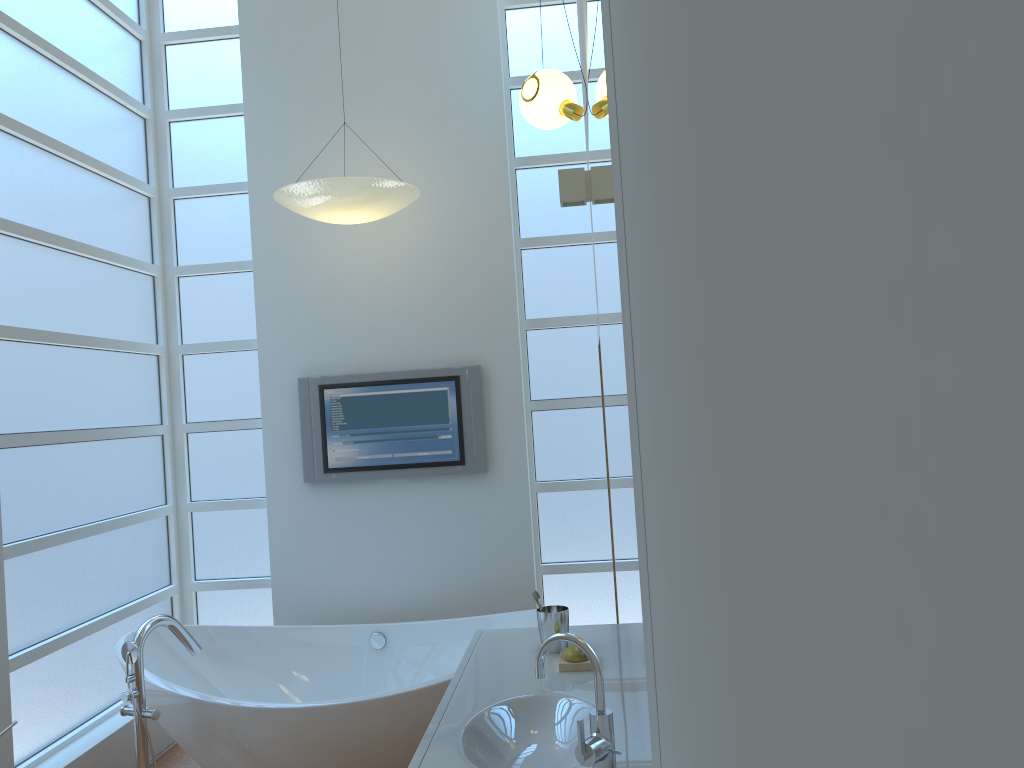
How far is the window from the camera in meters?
3.4 m

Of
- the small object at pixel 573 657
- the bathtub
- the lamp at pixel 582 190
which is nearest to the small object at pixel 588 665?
the small object at pixel 573 657

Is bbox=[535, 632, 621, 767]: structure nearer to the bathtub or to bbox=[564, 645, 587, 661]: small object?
bbox=[564, 645, 587, 661]: small object

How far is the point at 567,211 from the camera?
4.4m

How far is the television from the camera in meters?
4.2 m

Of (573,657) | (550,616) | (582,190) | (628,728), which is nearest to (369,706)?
(550,616)

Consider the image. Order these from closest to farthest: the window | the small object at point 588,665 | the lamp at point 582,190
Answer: the small object at point 588,665
the lamp at point 582,190
the window

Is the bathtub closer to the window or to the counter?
the window

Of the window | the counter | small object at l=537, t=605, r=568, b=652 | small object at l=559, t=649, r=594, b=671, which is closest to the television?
the window

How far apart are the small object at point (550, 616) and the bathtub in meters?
0.7 m
